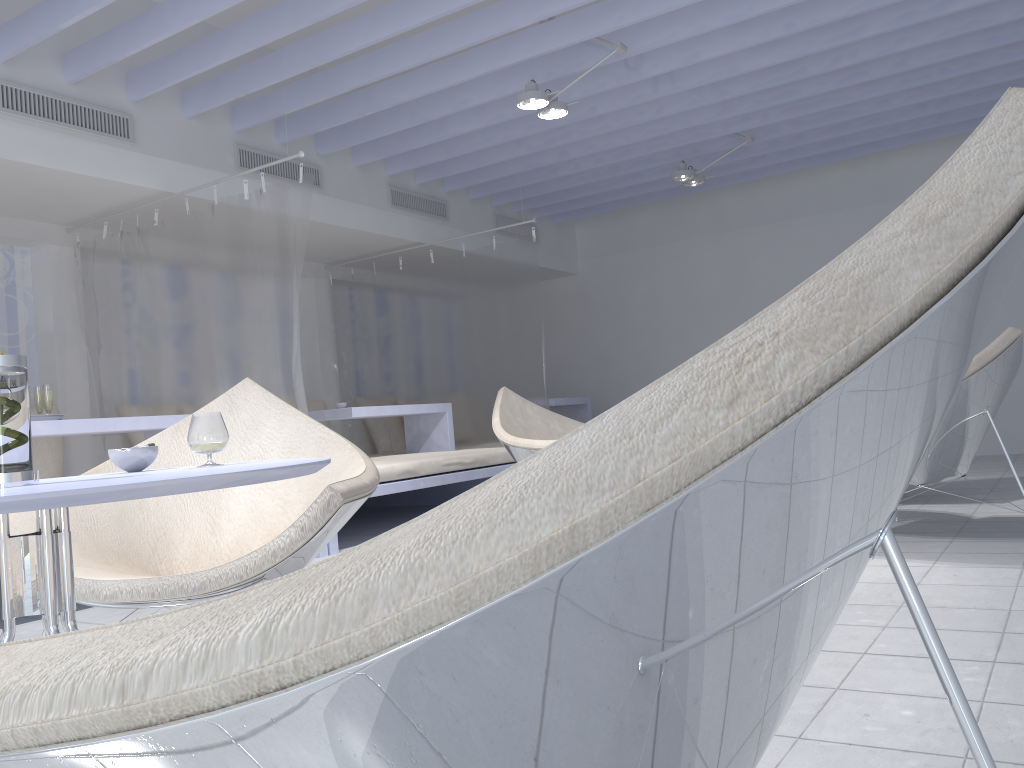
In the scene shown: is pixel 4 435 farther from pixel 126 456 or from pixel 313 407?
pixel 313 407

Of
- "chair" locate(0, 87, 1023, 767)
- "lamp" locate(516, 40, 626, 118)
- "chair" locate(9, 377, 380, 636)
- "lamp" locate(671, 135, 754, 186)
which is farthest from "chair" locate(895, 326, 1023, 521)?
"lamp" locate(671, 135, 754, 186)

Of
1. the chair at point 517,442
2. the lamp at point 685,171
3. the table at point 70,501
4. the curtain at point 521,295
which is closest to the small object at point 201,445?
the table at point 70,501

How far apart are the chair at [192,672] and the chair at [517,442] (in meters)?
3.35

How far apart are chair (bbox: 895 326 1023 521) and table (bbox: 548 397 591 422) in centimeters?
460cm

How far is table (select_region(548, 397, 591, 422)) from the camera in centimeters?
797cm

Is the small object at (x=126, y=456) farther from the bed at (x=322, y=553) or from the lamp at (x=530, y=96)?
the lamp at (x=530, y=96)

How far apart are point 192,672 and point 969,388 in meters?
3.2 m

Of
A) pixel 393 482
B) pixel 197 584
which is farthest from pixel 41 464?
pixel 197 584

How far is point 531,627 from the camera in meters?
0.4 m
